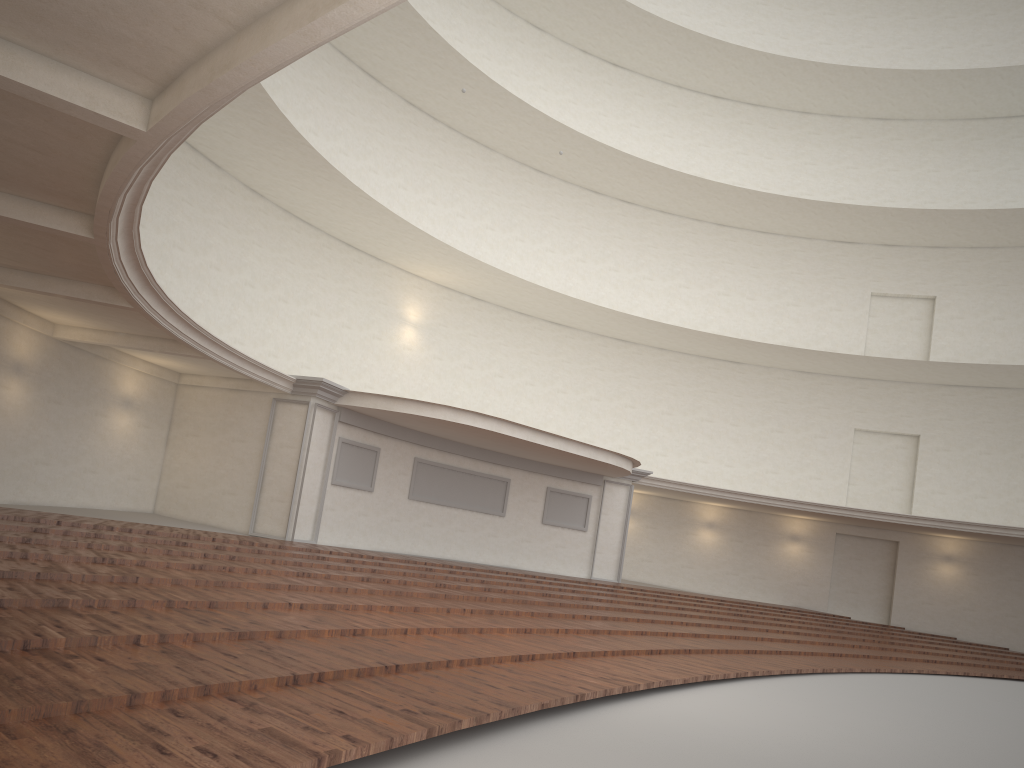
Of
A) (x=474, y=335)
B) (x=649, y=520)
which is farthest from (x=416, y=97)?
(x=649, y=520)

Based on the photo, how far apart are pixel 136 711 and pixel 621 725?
3.31m
